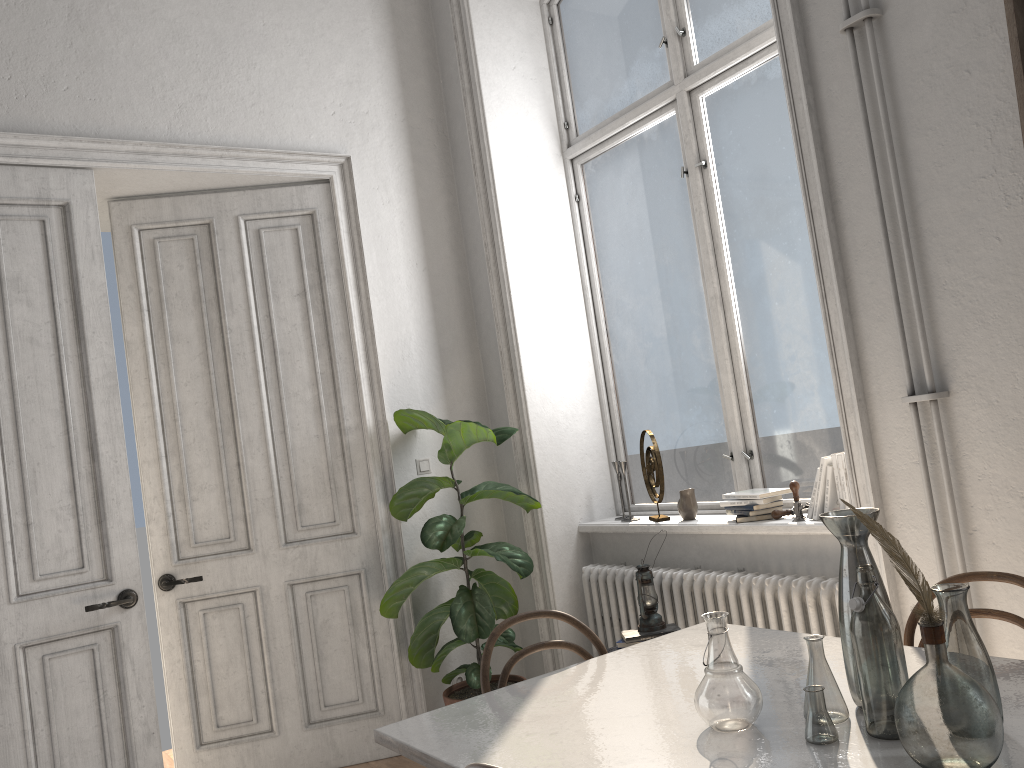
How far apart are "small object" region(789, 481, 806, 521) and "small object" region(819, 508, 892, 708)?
1.6m

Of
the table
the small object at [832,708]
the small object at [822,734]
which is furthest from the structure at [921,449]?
the small object at [822,734]

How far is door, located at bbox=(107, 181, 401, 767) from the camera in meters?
4.1 m

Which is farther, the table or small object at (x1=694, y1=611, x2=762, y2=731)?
small object at (x1=694, y1=611, x2=762, y2=731)

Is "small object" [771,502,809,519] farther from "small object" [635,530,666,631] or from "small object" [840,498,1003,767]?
"small object" [840,498,1003,767]

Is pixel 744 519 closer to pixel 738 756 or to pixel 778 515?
pixel 778 515

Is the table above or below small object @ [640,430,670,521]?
below

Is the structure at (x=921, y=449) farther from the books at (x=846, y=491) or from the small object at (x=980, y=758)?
the small object at (x=980, y=758)

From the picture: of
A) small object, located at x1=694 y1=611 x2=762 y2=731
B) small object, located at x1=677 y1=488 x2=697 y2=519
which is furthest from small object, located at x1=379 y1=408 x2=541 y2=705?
small object, located at x1=694 y1=611 x2=762 y2=731

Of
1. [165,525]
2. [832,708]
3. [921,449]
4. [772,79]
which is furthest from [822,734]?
[165,525]
